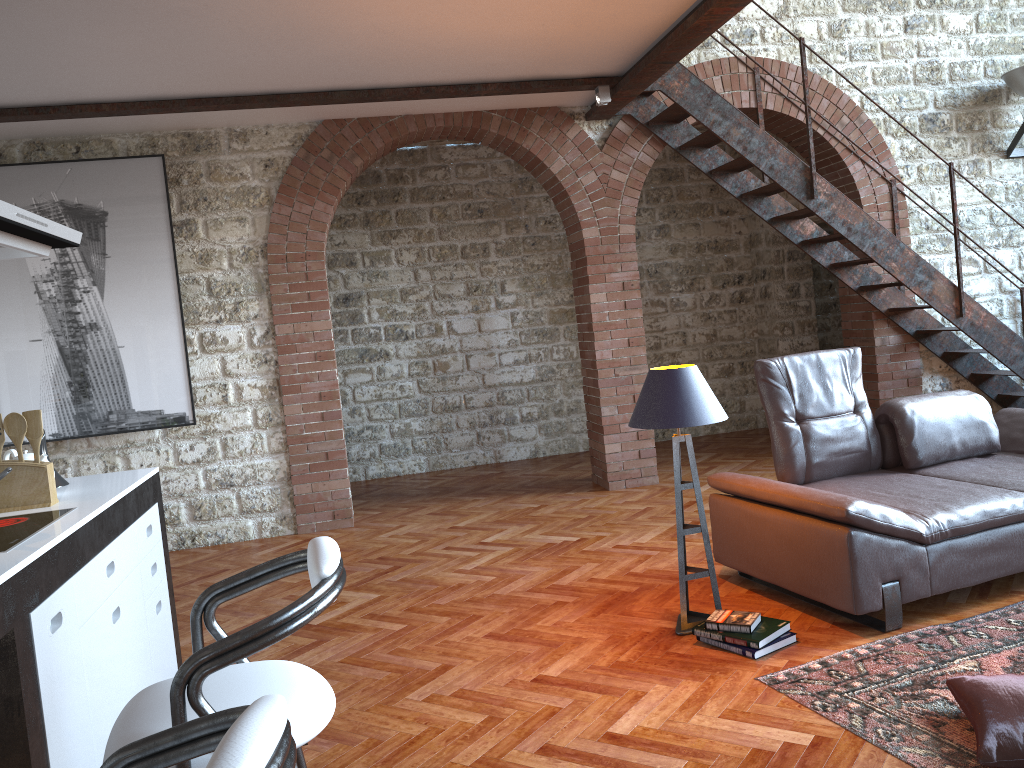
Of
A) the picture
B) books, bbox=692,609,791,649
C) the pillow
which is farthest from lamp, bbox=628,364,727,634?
the picture

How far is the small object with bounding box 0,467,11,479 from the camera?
2.24m

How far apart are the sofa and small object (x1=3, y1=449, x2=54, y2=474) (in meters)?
2.82

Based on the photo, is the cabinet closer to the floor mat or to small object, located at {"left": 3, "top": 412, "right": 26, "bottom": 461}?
small object, located at {"left": 3, "top": 412, "right": 26, "bottom": 461}

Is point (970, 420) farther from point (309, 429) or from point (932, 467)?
point (309, 429)

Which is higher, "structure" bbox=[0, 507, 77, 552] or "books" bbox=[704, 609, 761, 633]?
"structure" bbox=[0, 507, 77, 552]

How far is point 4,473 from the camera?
2.2 meters

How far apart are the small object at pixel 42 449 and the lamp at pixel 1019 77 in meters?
7.2 m

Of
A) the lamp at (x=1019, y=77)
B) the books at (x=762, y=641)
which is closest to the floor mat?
the books at (x=762, y=641)

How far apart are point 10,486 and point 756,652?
2.7 meters
